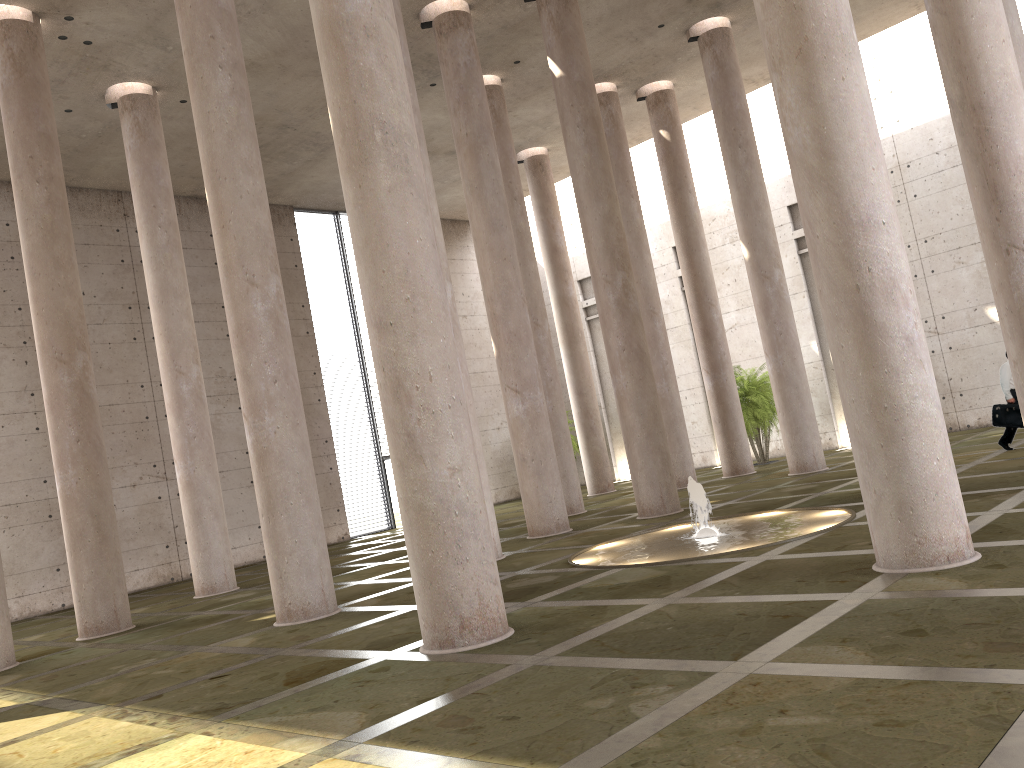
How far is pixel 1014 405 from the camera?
16.0 meters

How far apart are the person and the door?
17.50m

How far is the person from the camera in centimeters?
1601cm

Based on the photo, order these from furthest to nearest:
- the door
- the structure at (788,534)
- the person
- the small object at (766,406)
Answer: the door → the small object at (766,406) → the person → the structure at (788,534)

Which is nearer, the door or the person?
the person

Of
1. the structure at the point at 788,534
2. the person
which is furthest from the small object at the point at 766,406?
the structure at the point at 788,534

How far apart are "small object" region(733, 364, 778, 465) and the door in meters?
11.1

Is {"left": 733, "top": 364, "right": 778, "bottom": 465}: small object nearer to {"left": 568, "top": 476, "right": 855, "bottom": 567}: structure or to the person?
the person

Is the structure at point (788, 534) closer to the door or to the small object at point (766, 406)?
the small object at point (766, 406)

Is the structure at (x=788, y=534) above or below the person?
below
